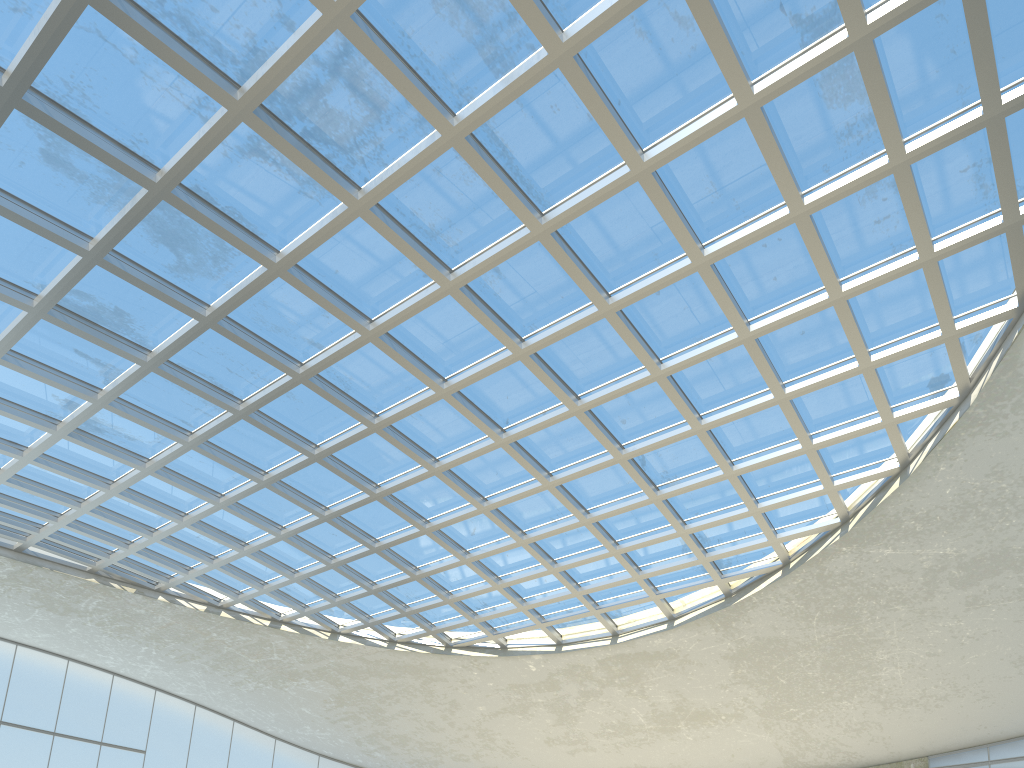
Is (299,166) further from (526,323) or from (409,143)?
(526,323)
